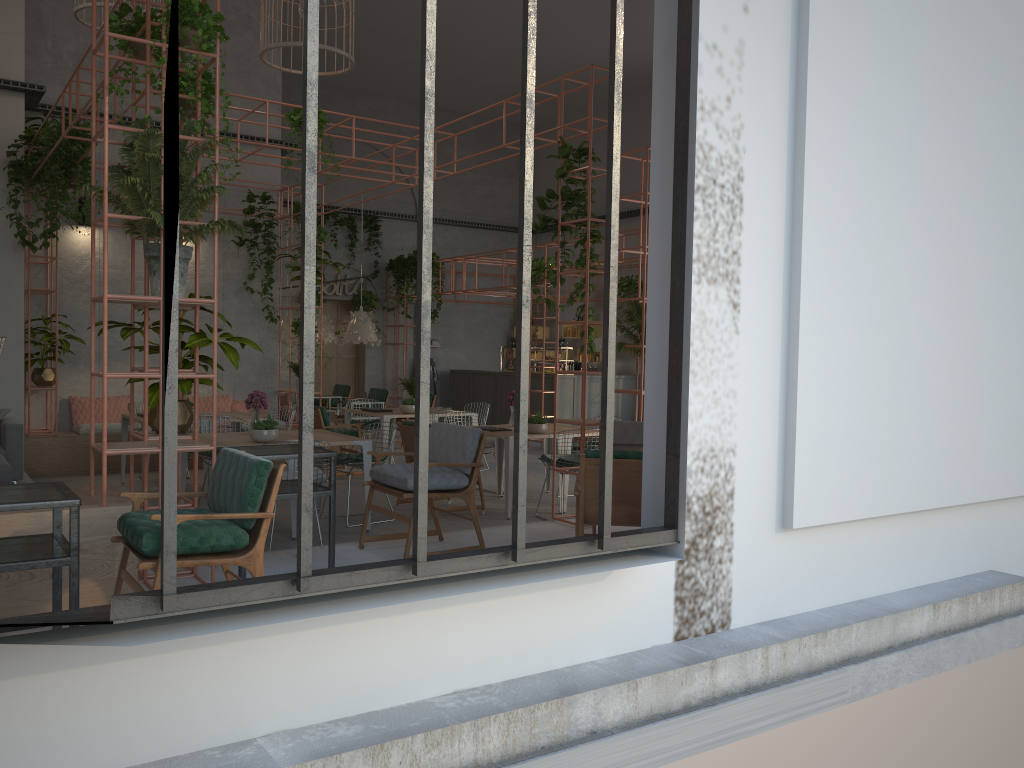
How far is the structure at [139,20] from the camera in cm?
569

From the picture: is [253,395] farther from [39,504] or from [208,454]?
[39,504]

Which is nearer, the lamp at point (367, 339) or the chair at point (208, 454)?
the chair at point (208, 454)

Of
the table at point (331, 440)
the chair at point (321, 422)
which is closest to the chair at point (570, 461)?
the table at point (331, 440)

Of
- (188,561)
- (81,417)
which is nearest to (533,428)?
(188,561)

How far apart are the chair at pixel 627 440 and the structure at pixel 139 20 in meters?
0.2 m

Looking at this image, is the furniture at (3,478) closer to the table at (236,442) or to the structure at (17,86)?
the table at (236,442)

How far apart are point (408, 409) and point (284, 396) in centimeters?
315cm

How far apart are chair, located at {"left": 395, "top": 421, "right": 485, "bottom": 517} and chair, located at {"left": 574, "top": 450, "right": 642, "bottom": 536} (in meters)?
3.77

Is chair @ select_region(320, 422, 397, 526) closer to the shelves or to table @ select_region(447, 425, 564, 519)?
table @ select_region(447, 425, 564, 519)
